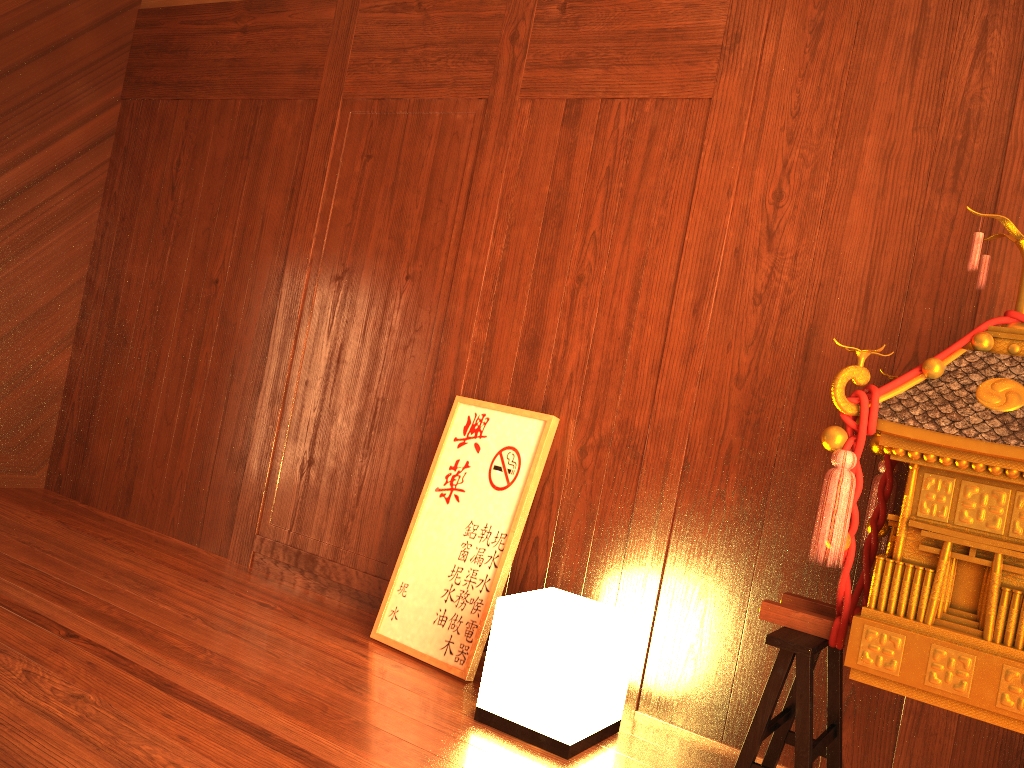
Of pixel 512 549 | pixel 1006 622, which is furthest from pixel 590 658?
pixel 1006 622

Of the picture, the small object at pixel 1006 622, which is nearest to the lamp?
the picture

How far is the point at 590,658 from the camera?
2.1m

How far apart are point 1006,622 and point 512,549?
1.3m

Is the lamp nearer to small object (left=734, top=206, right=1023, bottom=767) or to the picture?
the picture

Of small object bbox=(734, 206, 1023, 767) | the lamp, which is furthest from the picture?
small object bbox=(734, 206, 1023, 767)

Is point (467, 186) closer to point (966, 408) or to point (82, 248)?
point (966, 408)

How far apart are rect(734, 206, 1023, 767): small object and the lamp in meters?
0.4

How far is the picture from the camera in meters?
2.6 m

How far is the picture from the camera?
2.6m
